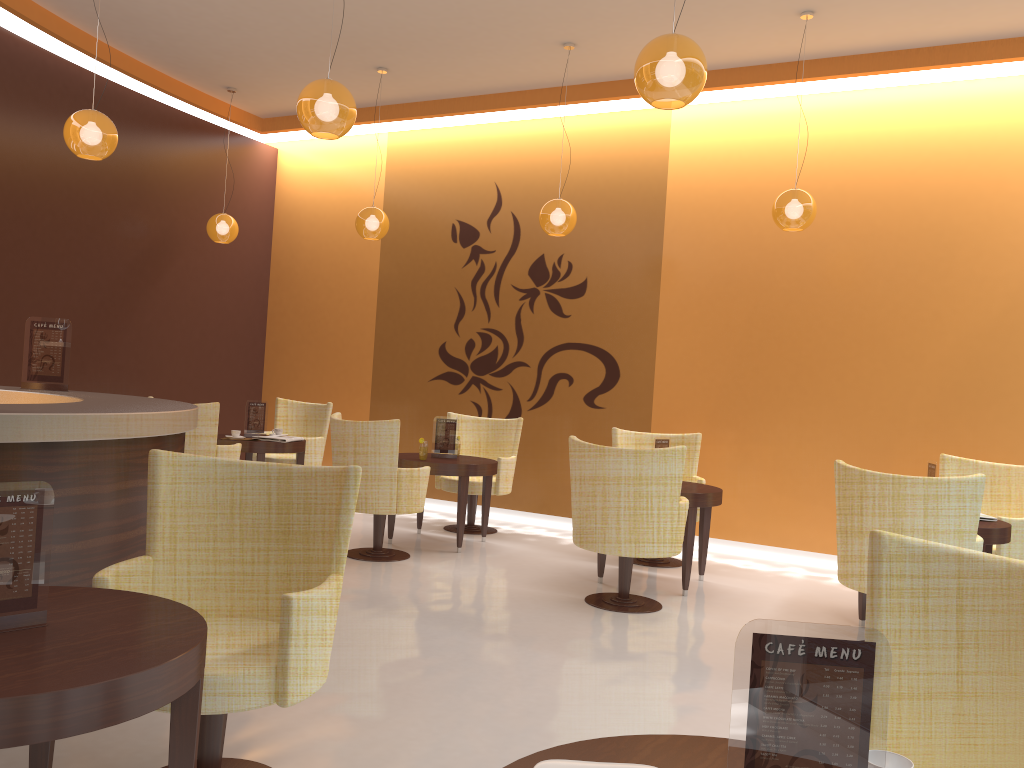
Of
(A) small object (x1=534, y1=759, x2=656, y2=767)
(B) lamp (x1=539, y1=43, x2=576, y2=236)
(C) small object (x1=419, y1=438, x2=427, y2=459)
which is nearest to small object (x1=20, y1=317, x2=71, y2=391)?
(C) small object (x1=419, y1=438, x2=427, y2=459)

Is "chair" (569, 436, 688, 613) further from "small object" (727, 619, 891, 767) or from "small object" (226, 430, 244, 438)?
"small object" (727, 619, 891, 767)

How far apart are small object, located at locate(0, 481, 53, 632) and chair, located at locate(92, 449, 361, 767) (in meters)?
0.50

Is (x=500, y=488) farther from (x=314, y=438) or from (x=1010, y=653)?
(x=1010, y=653)

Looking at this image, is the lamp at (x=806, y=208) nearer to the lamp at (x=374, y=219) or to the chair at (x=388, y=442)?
the chair at (x=388, y=442)

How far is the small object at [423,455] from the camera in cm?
682

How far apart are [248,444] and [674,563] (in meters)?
3.65

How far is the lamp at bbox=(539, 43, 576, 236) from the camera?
6.83m

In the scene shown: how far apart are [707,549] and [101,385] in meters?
5.6

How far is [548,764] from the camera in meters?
1.4
